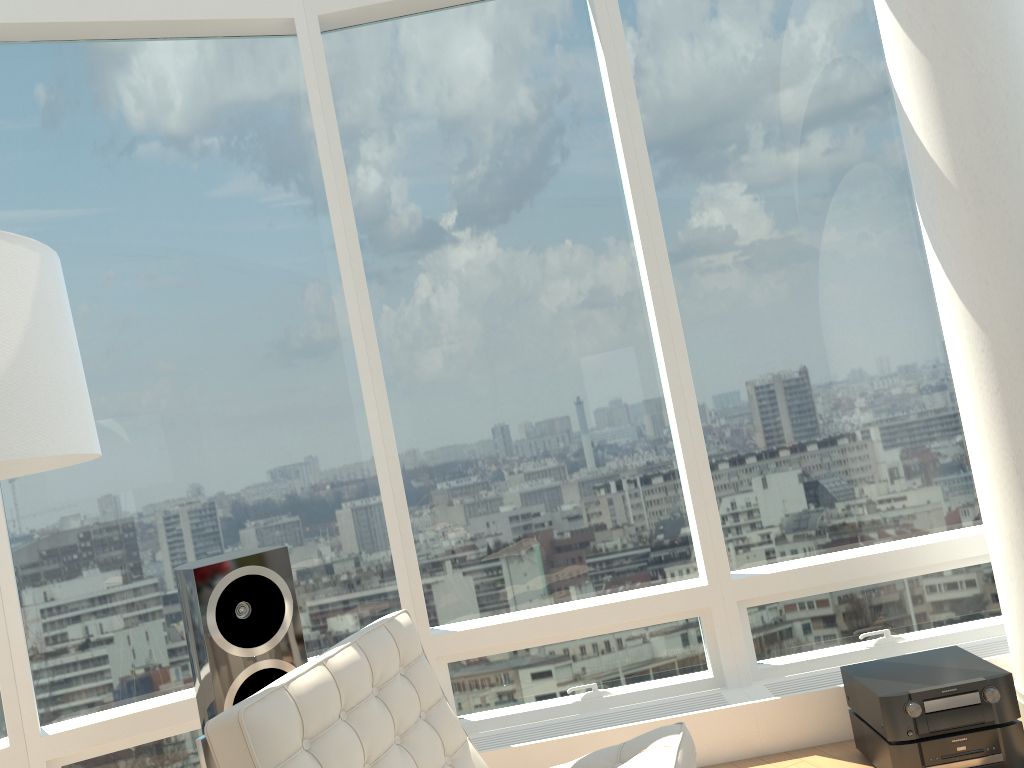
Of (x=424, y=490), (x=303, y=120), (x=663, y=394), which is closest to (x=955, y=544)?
(x=663, y=394)

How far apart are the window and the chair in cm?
99

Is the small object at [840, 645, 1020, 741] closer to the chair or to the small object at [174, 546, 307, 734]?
the chair

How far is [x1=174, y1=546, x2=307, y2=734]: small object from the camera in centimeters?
273cm

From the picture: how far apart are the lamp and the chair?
0.6m

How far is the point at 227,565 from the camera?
2.8m

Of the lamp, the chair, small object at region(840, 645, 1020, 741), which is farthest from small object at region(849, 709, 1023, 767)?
A: the lamp

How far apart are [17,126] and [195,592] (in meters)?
2.07

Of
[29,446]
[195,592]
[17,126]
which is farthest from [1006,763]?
[17,126]

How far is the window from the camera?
3.5m
